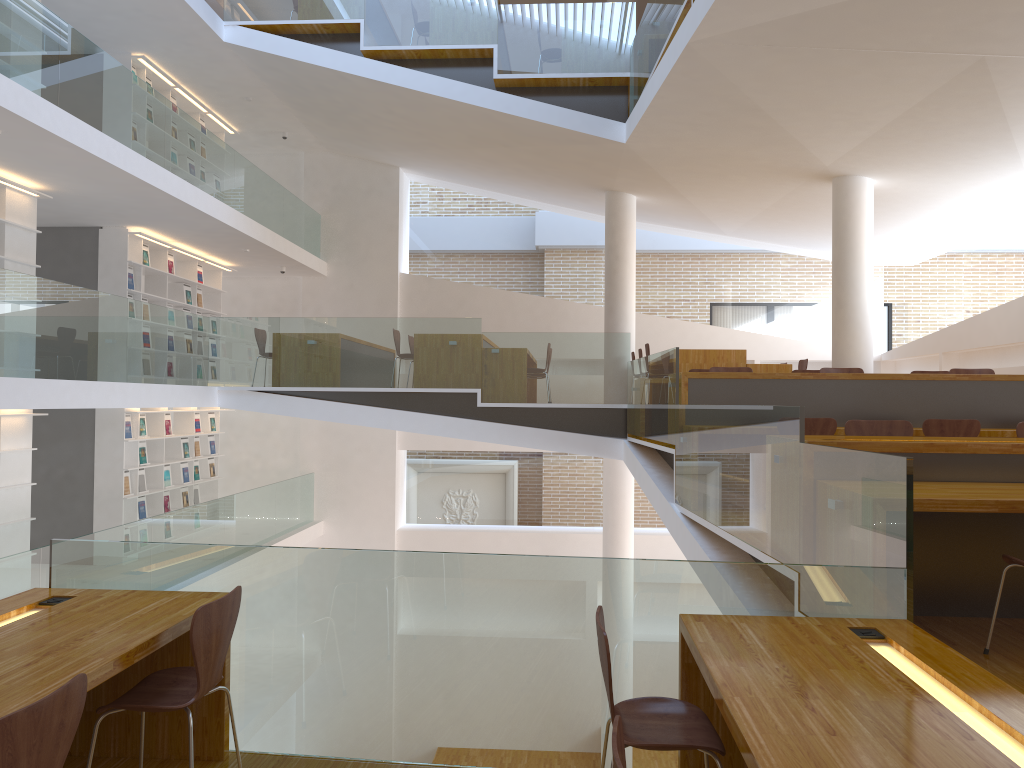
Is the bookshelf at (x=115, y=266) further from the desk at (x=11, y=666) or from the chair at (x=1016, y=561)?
the chair at (x=1016, y=561)

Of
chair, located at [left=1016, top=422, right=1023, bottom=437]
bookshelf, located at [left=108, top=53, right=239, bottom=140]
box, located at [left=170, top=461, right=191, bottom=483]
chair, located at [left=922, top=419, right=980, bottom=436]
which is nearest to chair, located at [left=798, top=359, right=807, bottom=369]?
chair, located at [left=922, top=419, right=980, bottom=436]

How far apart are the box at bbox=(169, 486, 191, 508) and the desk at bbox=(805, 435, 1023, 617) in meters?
9.6

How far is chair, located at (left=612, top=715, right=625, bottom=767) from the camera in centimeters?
156cm

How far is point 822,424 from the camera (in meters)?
6.17

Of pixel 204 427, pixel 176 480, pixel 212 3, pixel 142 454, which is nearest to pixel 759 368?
pixel 142 454

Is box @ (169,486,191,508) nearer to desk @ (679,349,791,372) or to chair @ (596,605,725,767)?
desk @ (679,349,791,372)

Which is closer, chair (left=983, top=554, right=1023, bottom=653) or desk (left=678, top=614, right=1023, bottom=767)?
desk (left=678, top=614, right=1023, bottom=767)

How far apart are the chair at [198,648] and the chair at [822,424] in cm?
440

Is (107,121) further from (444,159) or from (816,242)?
(816,242)
